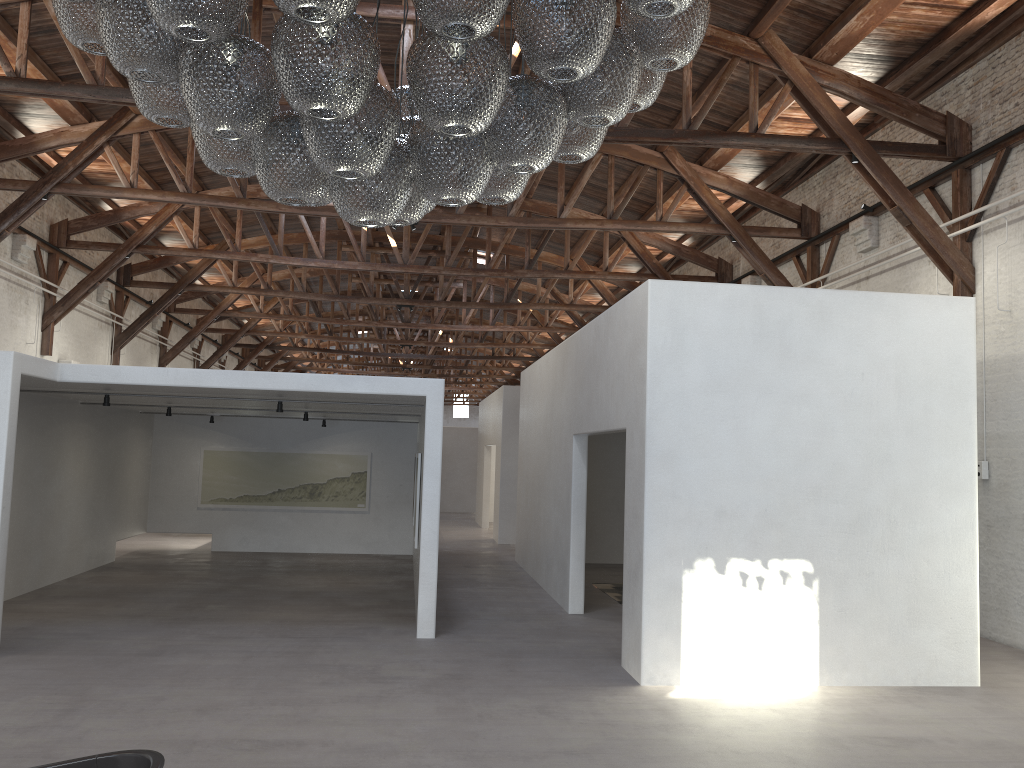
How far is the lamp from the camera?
2.8m

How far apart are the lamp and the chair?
2.0m

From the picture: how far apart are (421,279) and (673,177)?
13.3 meters

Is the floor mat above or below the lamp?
below

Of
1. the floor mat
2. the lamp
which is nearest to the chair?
the lamp

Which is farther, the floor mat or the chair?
the floor mat

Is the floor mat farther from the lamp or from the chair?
the chair

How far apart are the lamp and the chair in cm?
201

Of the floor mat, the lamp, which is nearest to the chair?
the lamp

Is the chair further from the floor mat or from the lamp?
the floor mat
